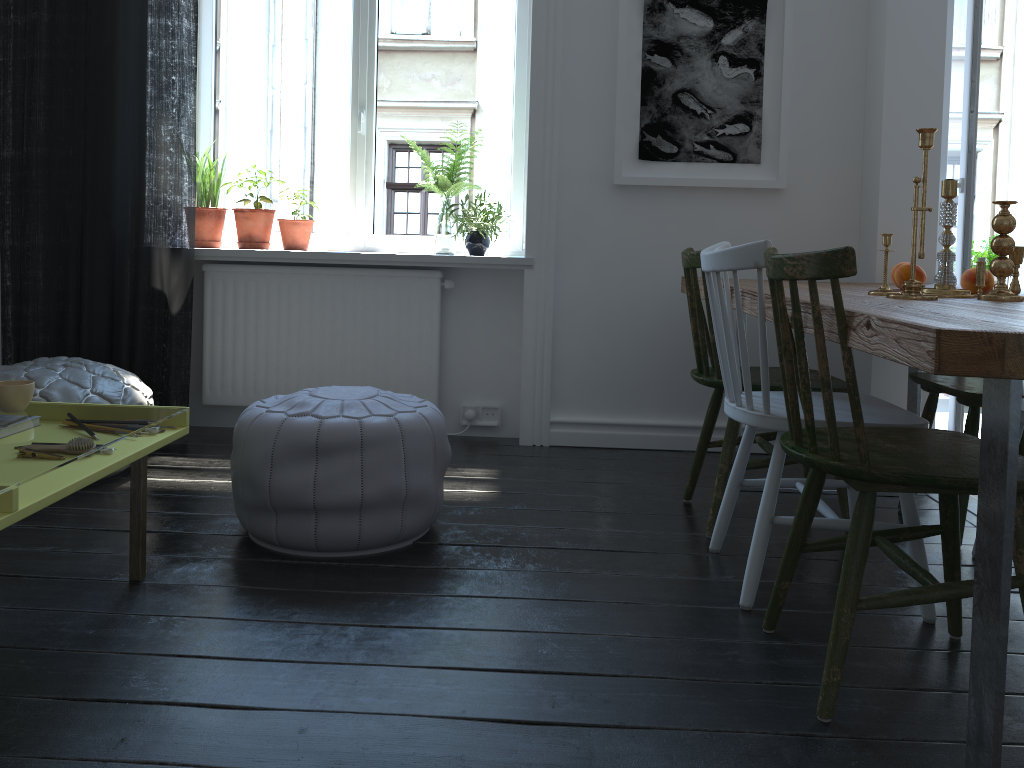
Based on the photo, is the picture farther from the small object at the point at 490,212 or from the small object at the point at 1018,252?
the small object at the point at 1018,252

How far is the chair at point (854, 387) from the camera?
1.5m

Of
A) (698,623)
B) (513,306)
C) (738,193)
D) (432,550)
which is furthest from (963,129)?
(432,550)

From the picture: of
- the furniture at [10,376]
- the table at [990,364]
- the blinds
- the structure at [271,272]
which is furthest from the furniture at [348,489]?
the blinds

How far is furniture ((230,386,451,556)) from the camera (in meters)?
2.27

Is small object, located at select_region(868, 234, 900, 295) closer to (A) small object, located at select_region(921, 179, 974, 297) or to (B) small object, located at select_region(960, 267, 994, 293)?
(A) small object, located at select_region(921, 179, 974, 297)

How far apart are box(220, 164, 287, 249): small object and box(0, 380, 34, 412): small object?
1.8 meters

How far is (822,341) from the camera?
1.6 meters

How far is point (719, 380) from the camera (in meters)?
2.55

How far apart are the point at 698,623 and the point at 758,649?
0.16m
